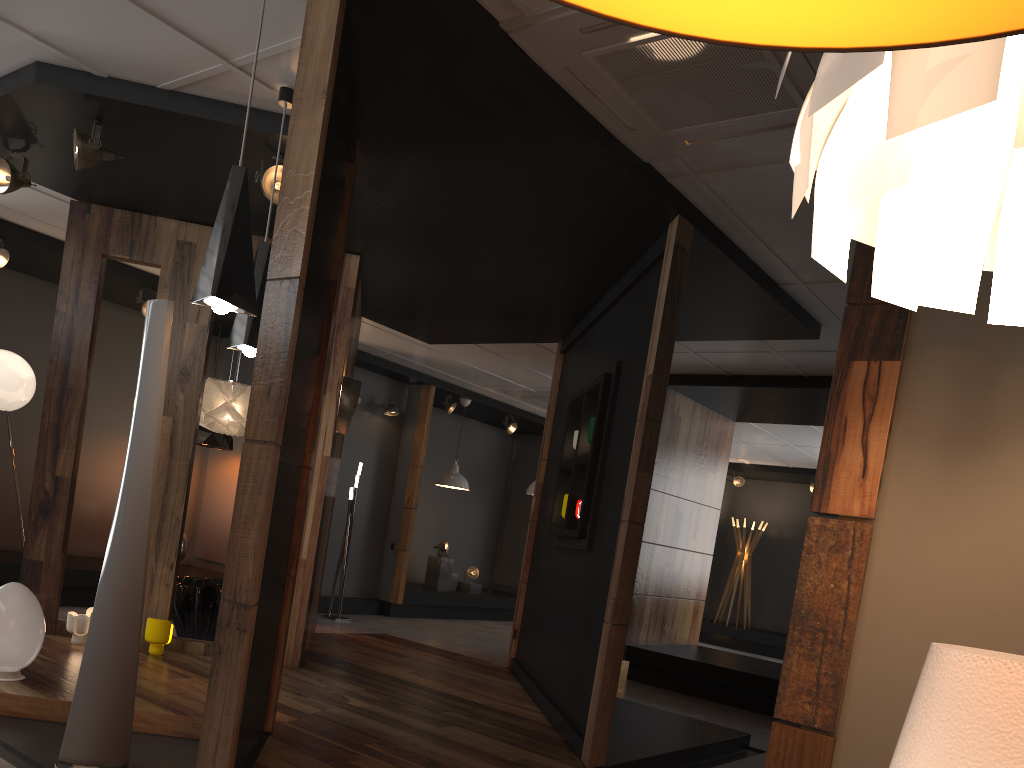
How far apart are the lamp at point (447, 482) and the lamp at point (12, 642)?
7.0m

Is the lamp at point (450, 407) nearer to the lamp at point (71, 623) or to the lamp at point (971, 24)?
the lamp at point (71, 623)

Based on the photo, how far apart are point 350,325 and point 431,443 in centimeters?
663cm

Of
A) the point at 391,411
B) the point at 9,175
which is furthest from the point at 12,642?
the point at 391,411

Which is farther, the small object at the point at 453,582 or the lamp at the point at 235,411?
the small object at the point at 453,582

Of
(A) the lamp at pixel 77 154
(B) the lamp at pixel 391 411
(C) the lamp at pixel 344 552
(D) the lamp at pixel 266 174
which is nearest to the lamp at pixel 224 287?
(D) the lamp at pixel 266 174

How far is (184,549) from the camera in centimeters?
842cm

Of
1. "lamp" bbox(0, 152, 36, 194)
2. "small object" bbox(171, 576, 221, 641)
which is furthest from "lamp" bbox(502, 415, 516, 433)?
"lamp" bbox(0, 152, 36, 194)

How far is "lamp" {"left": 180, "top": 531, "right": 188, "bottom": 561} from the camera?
8.4 meters

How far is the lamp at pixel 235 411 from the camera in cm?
636
